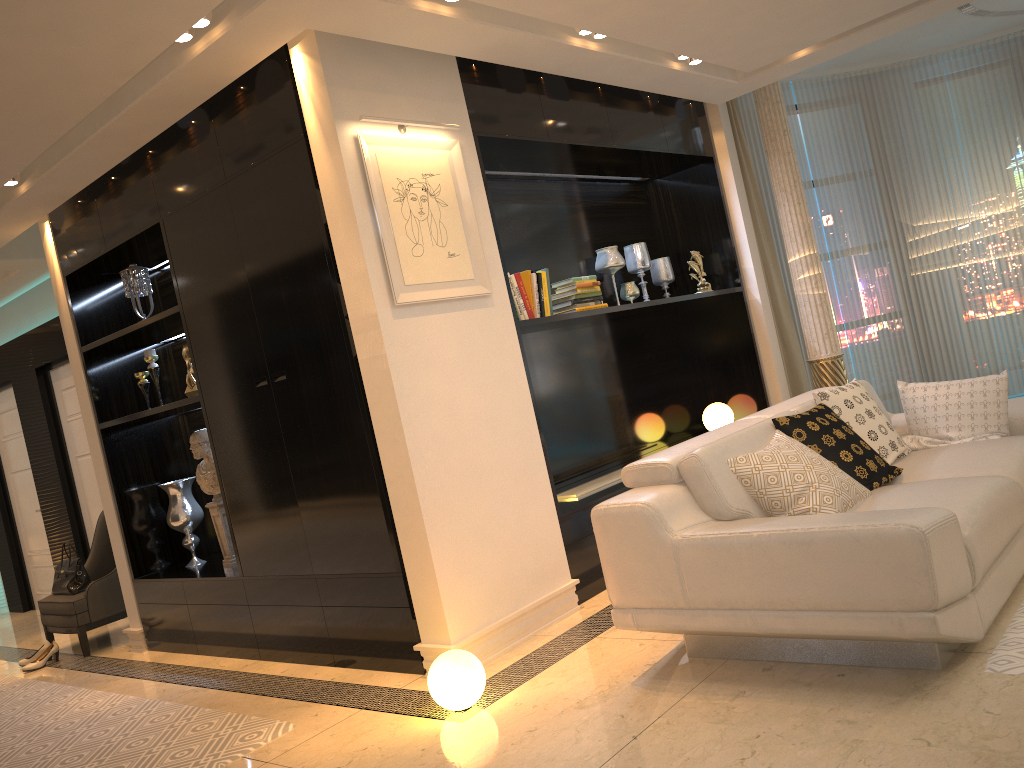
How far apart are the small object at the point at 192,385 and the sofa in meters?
2.7 m

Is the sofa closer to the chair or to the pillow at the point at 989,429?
the pillow at the point at 989,429

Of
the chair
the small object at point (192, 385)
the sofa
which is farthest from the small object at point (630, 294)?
the chair

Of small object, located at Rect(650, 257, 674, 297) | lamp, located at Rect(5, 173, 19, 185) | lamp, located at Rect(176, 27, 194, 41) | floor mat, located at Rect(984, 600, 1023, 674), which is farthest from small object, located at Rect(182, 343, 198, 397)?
floor mat, located at Rect(984, 600, 1023, 674)

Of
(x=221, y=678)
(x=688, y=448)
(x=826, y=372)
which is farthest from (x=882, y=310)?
(x=221, y=678)

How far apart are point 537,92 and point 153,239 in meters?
2.3 m

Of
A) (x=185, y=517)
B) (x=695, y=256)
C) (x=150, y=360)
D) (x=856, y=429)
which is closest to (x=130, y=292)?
(x=150, y=360)

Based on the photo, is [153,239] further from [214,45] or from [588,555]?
[588,555]

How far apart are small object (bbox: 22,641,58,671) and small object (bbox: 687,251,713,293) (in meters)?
4.77

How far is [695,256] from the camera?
5.9m
